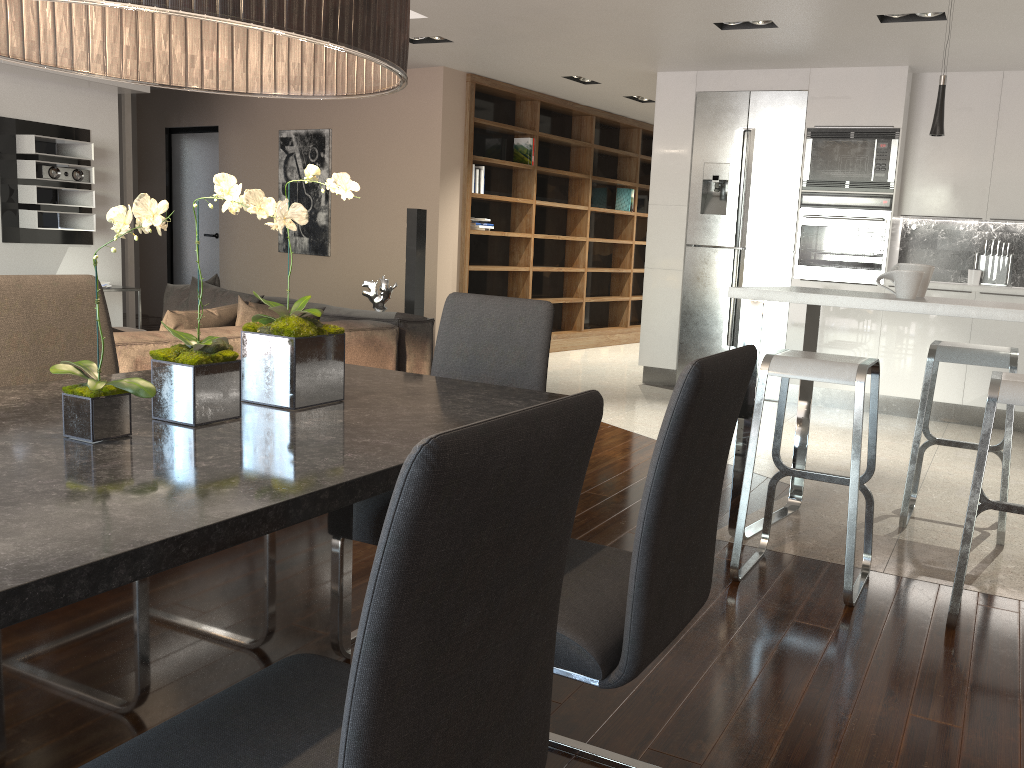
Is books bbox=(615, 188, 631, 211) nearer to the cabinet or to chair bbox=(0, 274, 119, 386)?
the cabinet

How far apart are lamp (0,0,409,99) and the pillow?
2.1m

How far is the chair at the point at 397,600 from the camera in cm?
80

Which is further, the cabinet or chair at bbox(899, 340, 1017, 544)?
the cabinet

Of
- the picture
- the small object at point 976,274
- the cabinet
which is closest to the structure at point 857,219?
the cabinet

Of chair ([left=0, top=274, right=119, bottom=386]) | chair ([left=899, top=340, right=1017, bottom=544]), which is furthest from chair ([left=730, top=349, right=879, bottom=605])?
chair ([left=0, top=274, right=119, bottom=386])

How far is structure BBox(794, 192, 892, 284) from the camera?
6.2 meters

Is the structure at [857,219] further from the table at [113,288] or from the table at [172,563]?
the table at [113,288]

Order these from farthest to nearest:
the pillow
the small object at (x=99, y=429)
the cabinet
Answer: the cabinet < the pillow < the small object at (x=99, y=429)

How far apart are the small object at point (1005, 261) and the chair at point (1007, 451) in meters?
2.9 m
